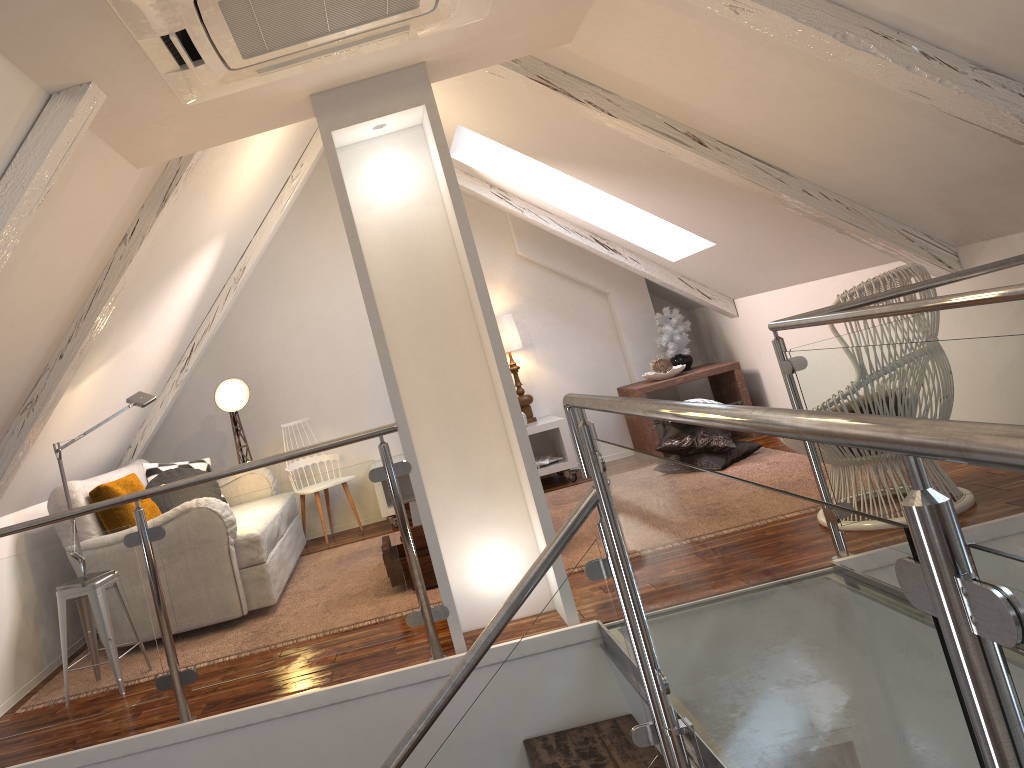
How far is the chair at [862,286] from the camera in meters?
2.9 m

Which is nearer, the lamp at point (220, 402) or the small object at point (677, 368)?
the lamp at point (220, 402)

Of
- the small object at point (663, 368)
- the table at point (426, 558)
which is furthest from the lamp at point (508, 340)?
the table at point (426, 558)

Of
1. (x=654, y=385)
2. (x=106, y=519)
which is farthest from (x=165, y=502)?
(x=654, y=385)

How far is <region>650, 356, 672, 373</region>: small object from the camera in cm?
543

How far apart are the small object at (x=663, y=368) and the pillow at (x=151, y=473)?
2.7 meters

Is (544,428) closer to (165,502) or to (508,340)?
(508,340)

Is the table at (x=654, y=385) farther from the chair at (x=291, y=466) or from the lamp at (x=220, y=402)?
the lamp at (x=220, y=402)

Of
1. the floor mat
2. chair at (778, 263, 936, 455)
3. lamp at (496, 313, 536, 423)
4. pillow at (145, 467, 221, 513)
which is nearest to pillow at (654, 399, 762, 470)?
the floor mat

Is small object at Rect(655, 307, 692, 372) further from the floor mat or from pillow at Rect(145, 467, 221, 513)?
pillow at Rect(145, 467, 221, 513)
